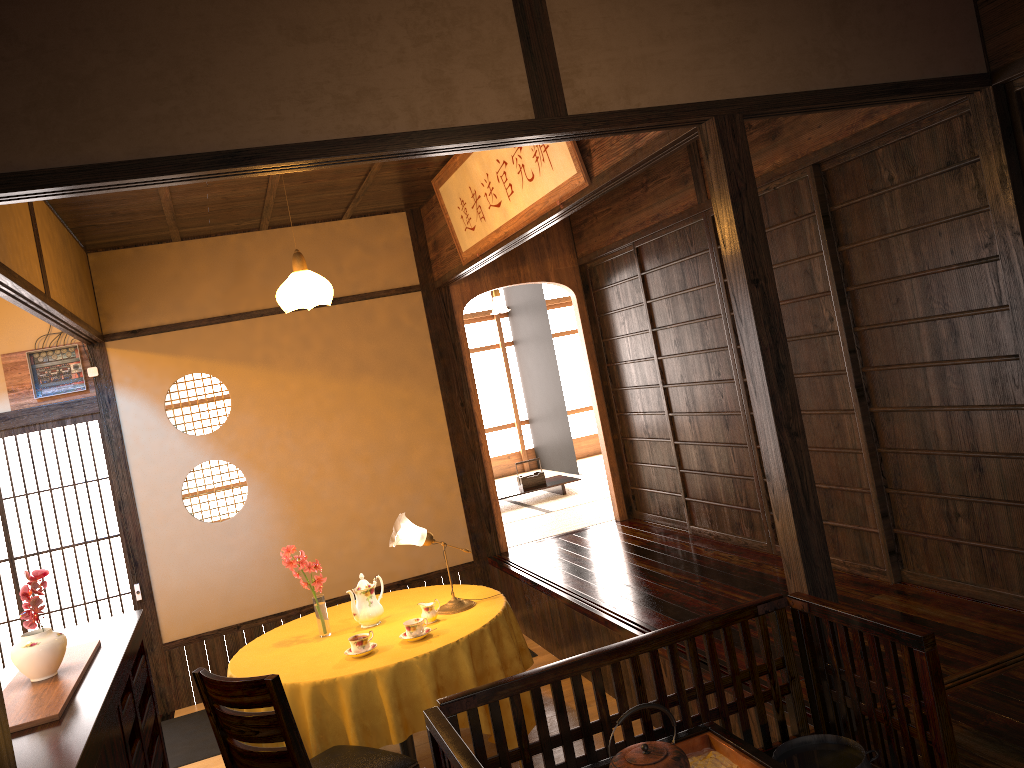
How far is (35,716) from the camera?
2.8m

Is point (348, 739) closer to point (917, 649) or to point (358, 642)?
point (358, 642)

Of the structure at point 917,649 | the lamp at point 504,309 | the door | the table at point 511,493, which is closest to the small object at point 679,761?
the structure at point 917,649

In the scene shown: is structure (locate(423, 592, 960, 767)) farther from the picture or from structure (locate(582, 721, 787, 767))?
the picture

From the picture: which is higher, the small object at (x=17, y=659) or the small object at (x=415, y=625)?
the small object at (x=17, y=659)

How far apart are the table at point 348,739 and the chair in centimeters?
13cm

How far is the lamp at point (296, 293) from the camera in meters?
4.7

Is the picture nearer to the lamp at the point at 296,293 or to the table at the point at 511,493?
the lamp at the point at 296,293

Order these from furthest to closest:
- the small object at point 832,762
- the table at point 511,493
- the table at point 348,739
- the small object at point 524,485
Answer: the small object at point 524,485 < the table at point 511,493 < the table at point 348,739 < the small object at point 832,762

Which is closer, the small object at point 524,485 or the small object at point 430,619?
the small object at point 430,619
